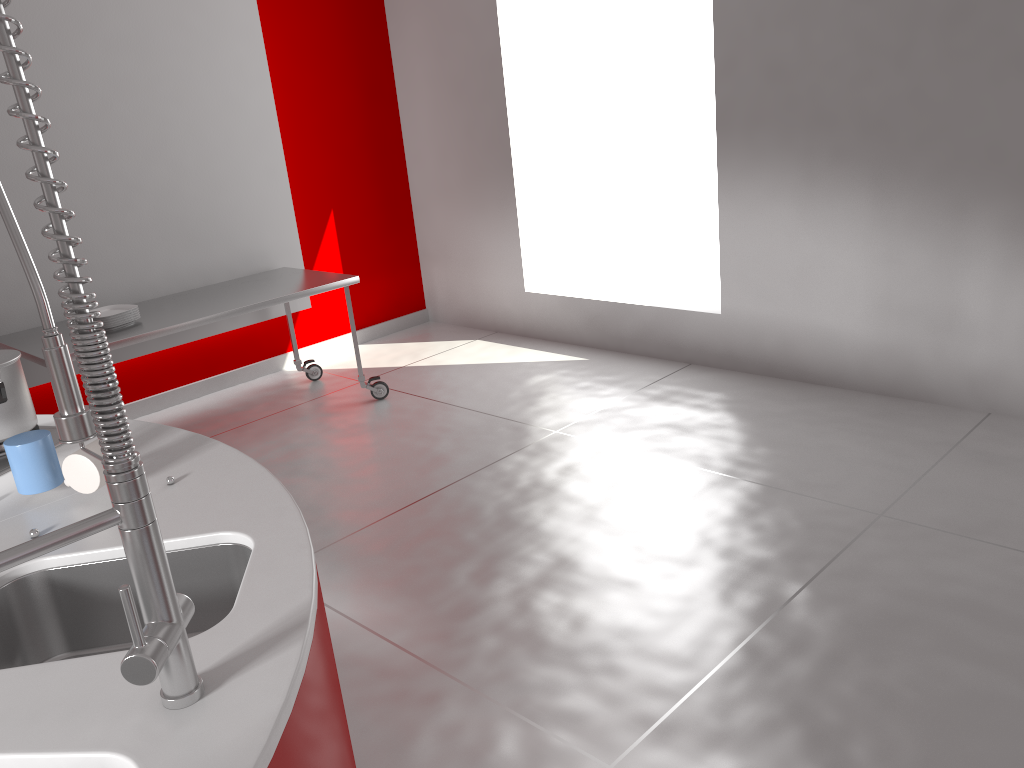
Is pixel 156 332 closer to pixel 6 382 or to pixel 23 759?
pixel 6 382

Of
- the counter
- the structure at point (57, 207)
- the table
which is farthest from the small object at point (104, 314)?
the structure at point (57, 207)

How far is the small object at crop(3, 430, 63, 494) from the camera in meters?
1.6 m

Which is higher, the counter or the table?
the counter

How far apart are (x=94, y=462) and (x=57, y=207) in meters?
0.8

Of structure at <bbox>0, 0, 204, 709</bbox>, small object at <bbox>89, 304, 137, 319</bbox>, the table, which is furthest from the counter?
small object at <bbox>89, 304, 137, 319</bbox>

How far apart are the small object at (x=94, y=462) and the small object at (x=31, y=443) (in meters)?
0.06

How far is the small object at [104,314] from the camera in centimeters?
399cm

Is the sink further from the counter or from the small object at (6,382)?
the small object at (6,382)

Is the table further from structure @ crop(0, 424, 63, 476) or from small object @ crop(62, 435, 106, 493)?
small object @ crop(62, 435, 106, 493)
